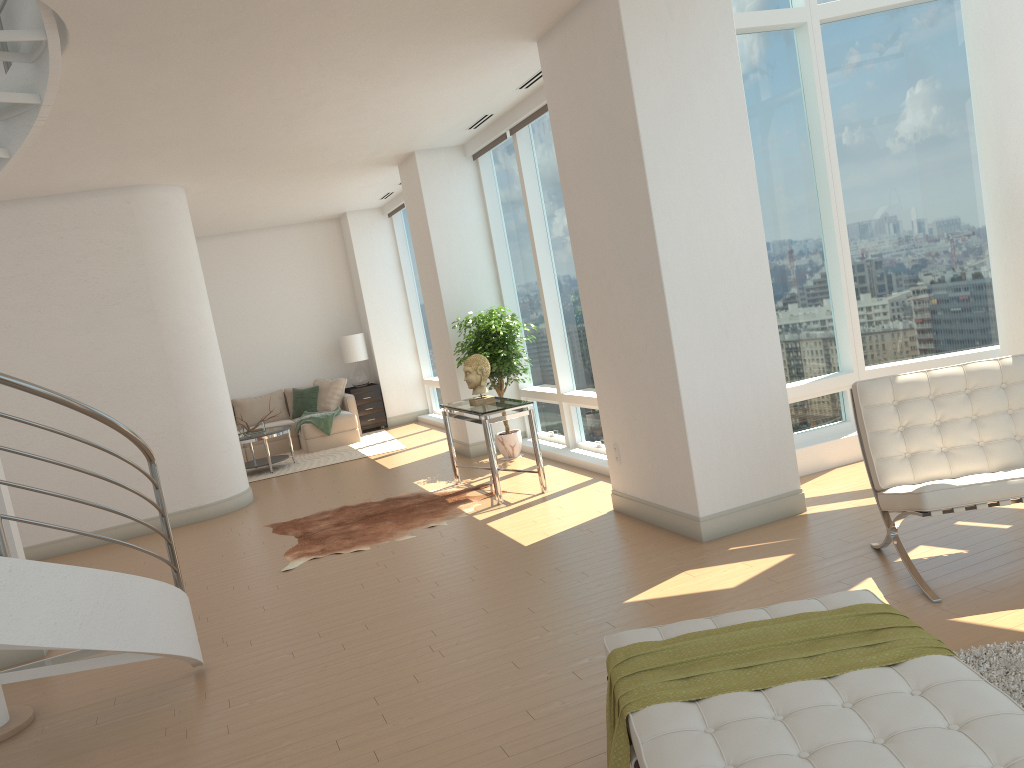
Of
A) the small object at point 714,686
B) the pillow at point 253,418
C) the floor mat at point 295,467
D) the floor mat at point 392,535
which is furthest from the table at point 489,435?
the pillow at point 253,418

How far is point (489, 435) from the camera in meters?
7.3

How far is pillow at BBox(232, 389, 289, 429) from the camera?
13.45m

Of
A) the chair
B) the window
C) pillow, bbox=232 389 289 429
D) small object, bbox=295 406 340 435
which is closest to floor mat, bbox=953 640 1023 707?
the chair

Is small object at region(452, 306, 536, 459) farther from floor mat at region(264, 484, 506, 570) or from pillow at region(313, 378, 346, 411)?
pillow at region(313, 378, 346, 411)

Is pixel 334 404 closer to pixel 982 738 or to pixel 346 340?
pixel 346 340

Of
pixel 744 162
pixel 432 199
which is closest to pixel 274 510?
pixel 432 199

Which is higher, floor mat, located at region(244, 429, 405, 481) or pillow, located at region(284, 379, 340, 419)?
pillow, located at region(284, 379, 340, 419)

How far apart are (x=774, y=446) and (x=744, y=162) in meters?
1.8 m

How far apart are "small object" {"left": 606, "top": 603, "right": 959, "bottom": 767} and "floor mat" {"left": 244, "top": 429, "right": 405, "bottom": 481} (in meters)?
8.90
